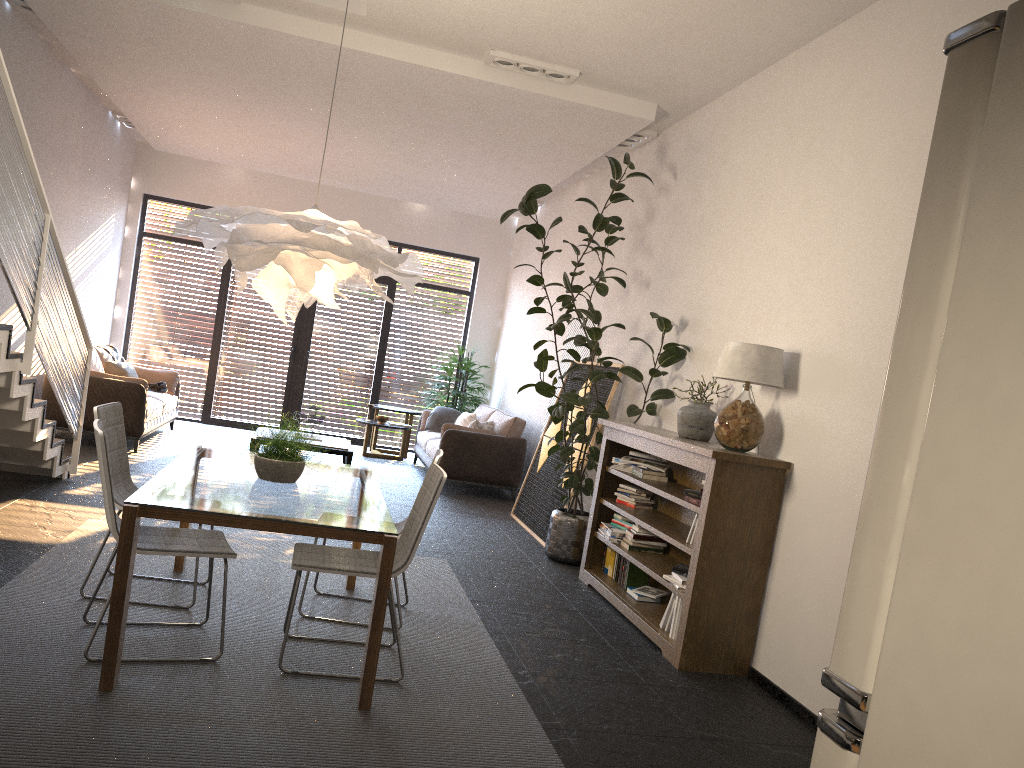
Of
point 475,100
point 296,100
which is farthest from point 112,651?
point 296,100

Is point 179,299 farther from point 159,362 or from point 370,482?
point 370,482

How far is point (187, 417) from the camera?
12.1 meters

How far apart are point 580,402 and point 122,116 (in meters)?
7.04

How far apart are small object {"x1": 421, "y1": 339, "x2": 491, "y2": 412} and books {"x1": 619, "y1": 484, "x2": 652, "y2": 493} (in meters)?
5.81

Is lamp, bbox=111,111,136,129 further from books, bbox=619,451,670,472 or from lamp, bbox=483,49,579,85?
books, bbox=619,451,670,472

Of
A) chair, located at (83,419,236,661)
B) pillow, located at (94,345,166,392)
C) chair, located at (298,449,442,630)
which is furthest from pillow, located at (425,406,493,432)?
chair, located at (83,419,236,661)

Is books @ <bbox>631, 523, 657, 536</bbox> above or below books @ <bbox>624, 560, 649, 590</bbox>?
above

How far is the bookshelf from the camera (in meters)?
4.58

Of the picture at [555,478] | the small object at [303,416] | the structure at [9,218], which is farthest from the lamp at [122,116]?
the picture at [555,478]
